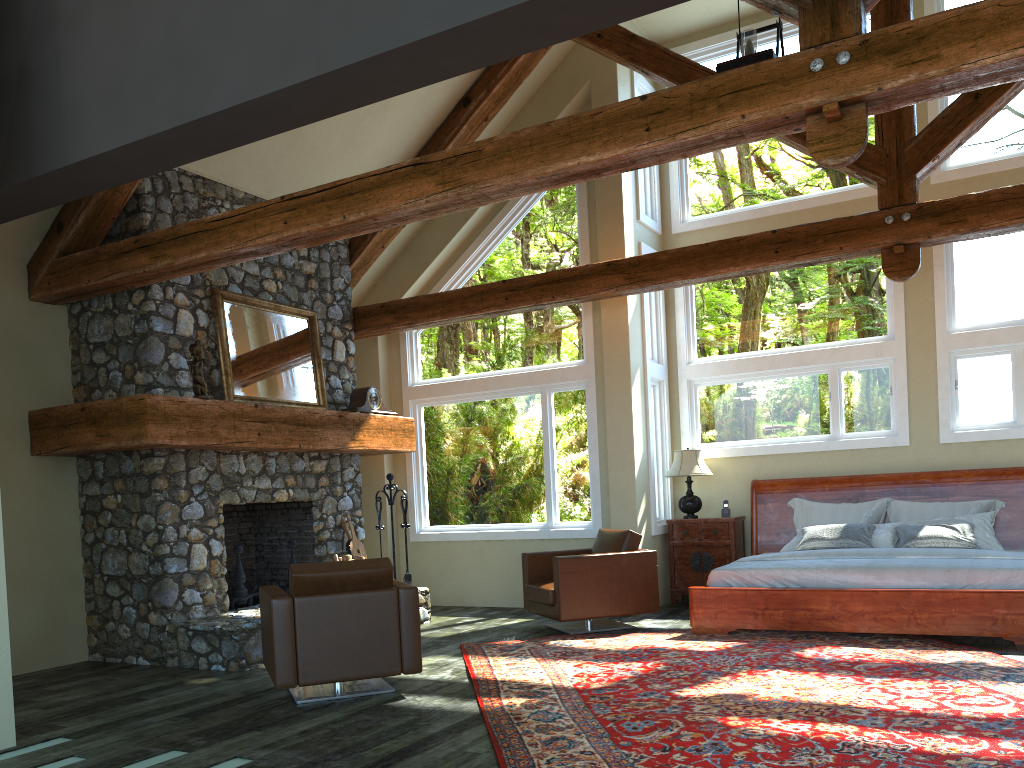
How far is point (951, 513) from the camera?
8.14m

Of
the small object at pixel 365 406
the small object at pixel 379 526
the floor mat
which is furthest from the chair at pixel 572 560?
the small object at pixel 365 406

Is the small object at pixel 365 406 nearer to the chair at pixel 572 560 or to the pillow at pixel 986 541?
the chair at pixel 572 560

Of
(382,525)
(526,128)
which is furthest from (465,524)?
(526,128)

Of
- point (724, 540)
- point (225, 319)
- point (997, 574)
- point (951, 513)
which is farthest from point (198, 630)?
point (951, 513)

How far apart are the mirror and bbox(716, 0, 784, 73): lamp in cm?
446

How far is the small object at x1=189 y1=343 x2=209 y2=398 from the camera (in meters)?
6.97

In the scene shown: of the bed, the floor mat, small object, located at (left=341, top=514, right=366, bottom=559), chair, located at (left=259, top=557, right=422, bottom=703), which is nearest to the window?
the bed

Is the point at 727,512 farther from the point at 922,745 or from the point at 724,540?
the point at 922,745

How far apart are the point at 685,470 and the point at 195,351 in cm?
496
